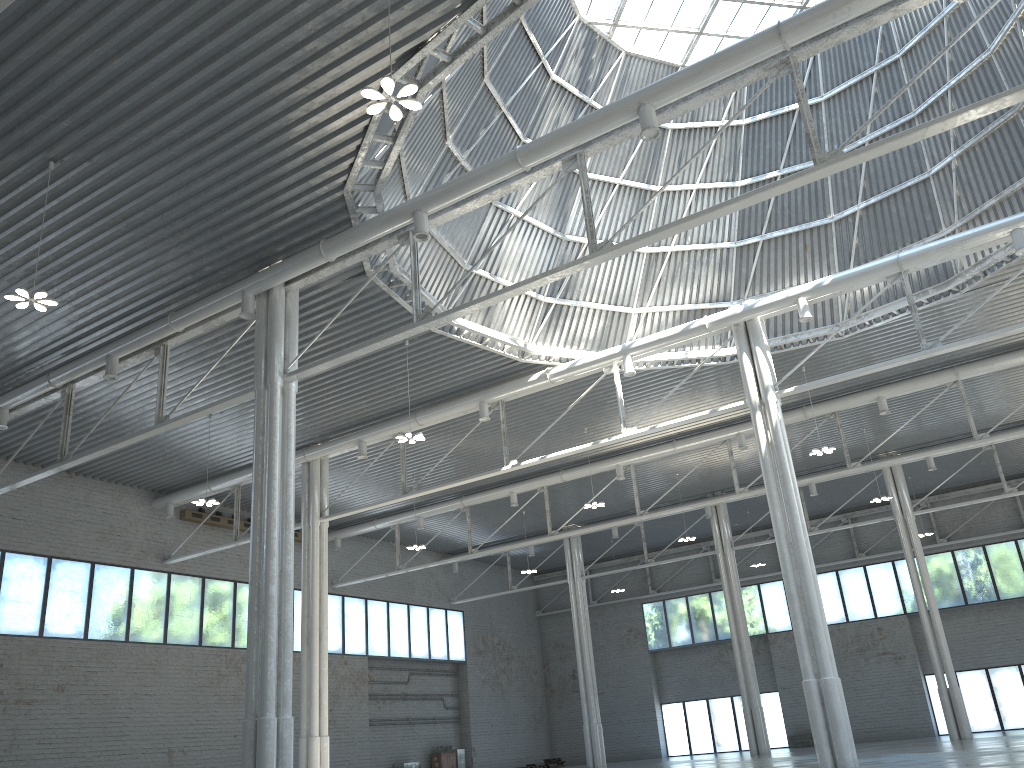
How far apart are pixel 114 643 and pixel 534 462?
24.17m

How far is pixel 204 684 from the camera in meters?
47.8 m

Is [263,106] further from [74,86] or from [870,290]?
[870,290]
